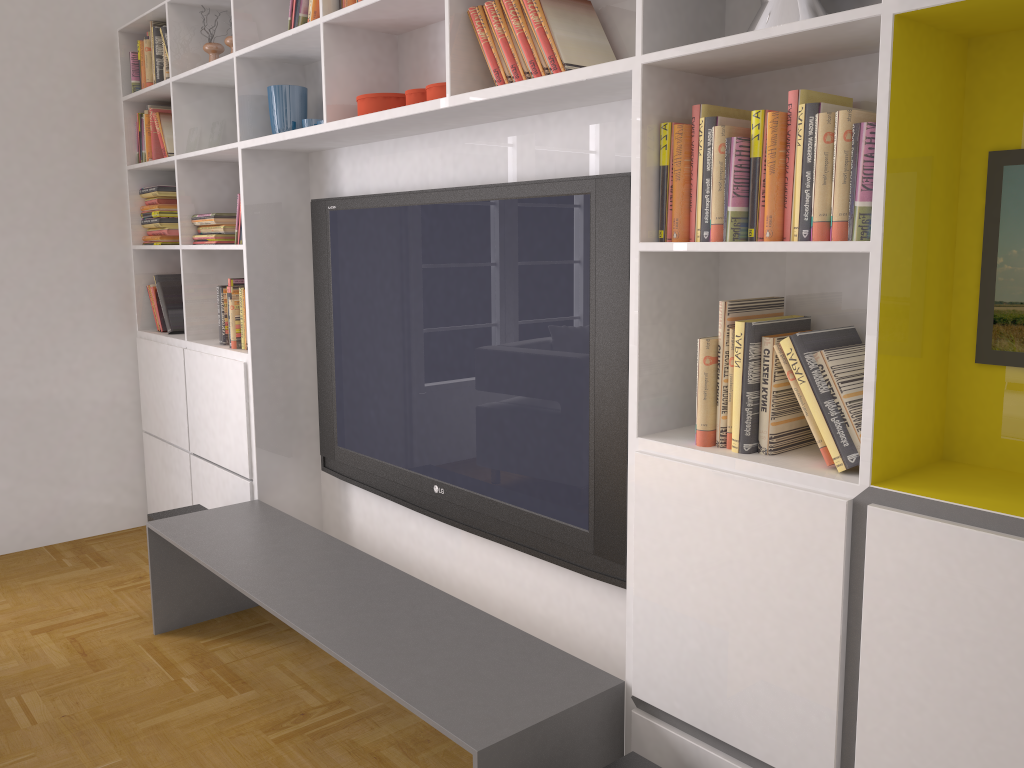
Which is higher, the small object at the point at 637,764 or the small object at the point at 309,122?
the small object at the point at 309,122

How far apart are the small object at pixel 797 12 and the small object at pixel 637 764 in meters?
1.5

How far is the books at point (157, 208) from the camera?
4.2 meters

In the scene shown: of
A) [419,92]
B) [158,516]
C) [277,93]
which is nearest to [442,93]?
[419,92]

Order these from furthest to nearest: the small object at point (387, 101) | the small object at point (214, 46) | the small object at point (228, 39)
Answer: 1. the small object at point (214, 46)
2. the small object at point (228, 39)
3. the small object at point (387, 101)

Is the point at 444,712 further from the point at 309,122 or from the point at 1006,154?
the point at 309,122

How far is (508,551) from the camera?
2.8 meters

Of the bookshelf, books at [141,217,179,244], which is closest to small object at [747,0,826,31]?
the bookshelf

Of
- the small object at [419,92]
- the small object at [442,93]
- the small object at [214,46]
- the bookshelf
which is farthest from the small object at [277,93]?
the small object at [442,93]

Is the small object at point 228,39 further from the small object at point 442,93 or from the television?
the small object at point 442,93
